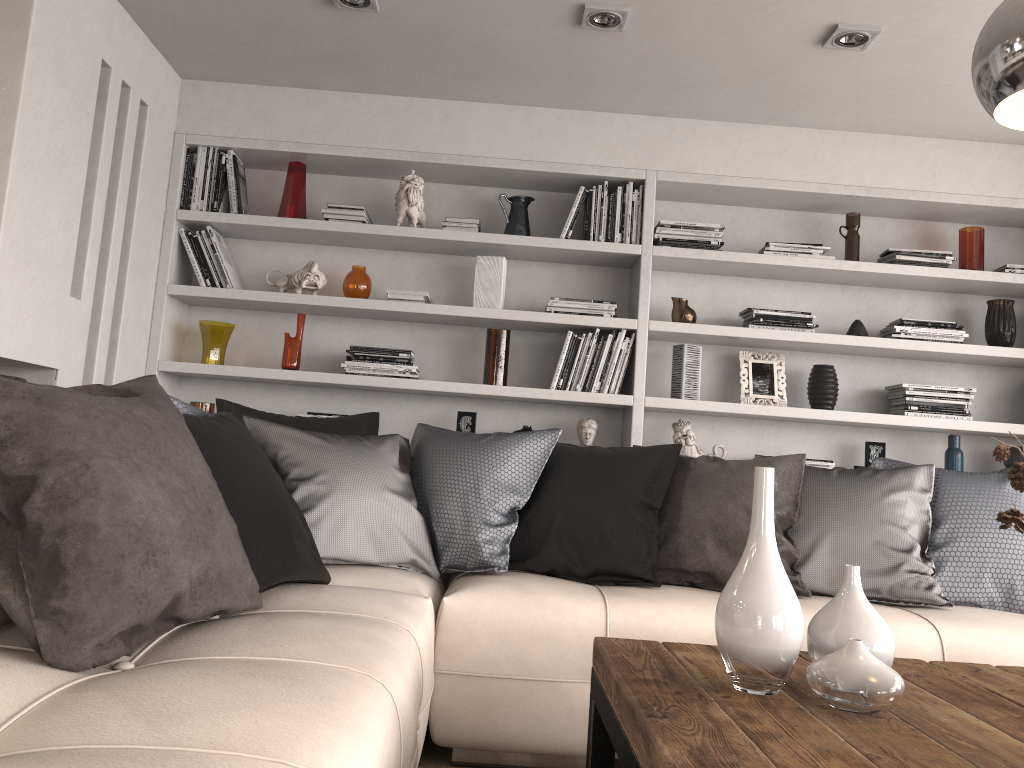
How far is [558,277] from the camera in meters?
4.2 m

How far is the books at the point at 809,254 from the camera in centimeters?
399cm

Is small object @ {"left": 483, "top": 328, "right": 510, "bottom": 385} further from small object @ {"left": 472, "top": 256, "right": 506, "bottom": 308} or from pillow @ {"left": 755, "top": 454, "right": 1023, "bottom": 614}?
pillow @ {"left": 755, "top": 454, "right": 1023, "bottom": 614}

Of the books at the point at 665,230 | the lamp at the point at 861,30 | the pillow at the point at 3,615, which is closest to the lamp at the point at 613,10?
the lamp at the point at 861,30

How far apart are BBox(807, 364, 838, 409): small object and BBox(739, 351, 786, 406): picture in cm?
12

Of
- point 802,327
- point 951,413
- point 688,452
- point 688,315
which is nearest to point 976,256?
point 951,413

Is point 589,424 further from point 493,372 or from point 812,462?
point 812,462

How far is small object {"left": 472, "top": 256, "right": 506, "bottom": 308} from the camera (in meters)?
4.02

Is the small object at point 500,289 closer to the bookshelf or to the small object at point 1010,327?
the bookshelf

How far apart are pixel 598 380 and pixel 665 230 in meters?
0.7
